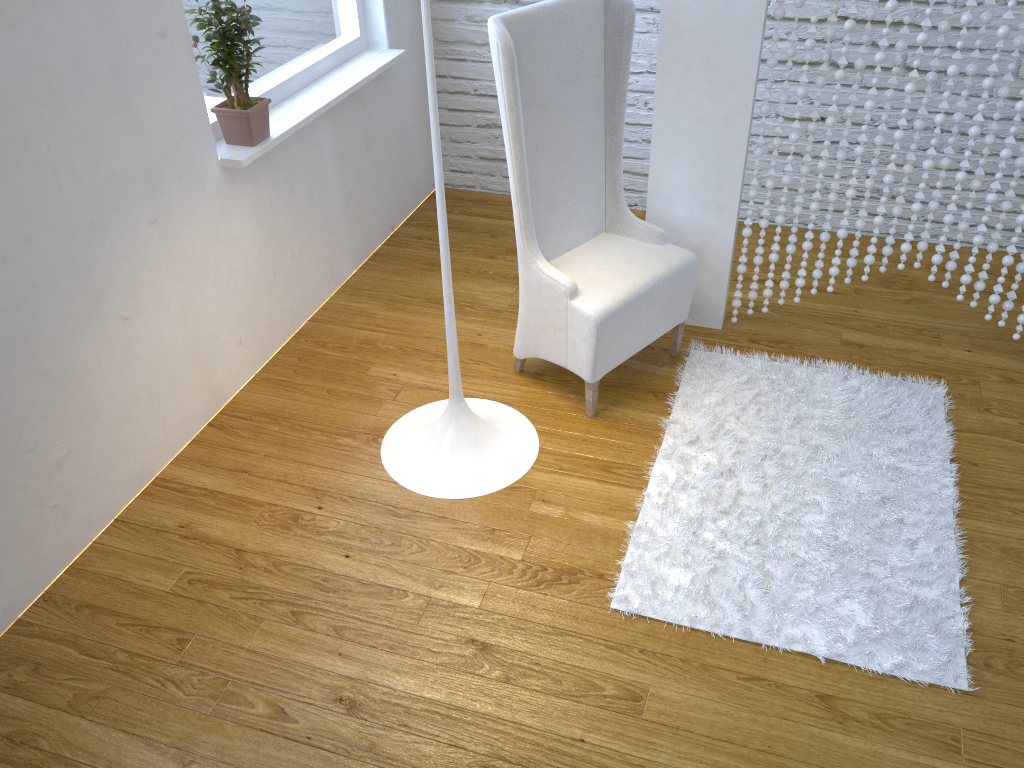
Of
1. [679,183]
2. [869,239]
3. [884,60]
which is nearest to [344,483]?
[679,183]

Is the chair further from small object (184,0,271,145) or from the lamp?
small object (184,0,271,145)

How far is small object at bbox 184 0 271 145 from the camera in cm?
217

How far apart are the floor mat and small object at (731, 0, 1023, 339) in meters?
0.2 m

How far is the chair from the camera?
2.1m

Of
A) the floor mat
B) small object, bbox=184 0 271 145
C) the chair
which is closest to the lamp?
the chair

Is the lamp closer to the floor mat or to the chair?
the chair

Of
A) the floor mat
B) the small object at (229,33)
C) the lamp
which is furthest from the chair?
the small object at (229,33)

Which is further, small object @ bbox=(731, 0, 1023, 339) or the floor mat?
small object @ bbox=(731, 0, 1023, 339)

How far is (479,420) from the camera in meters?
2.3
